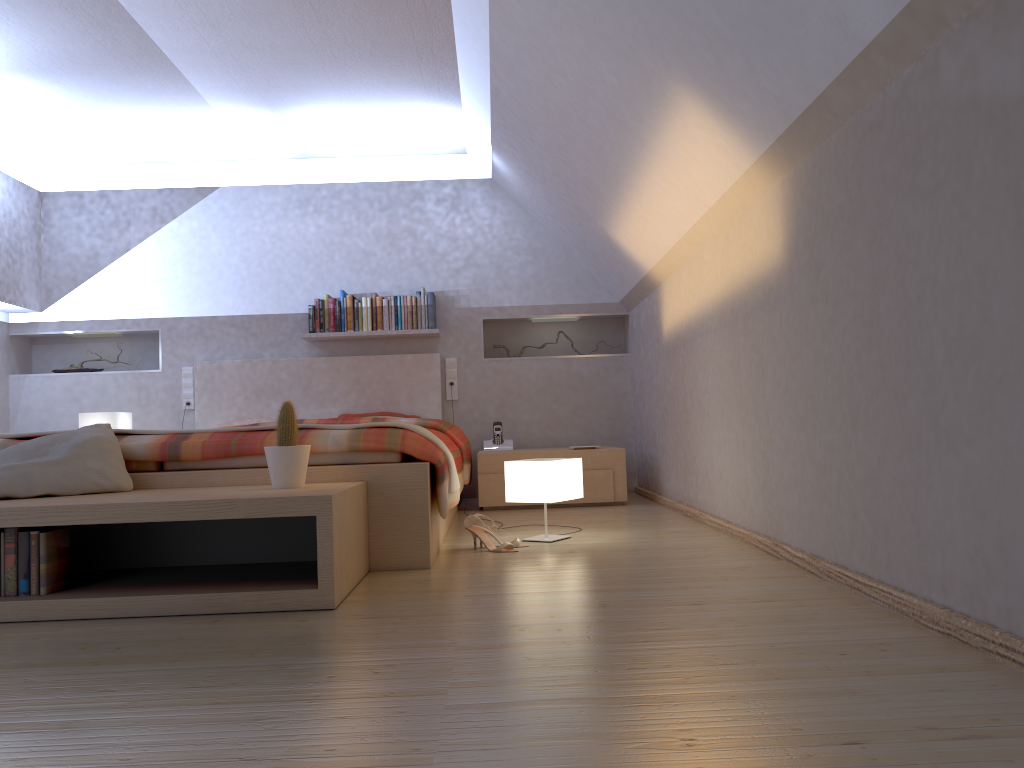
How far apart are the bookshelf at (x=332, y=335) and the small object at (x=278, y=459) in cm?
308

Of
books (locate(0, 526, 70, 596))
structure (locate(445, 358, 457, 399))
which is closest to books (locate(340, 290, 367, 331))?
structure (locate(445, 358, 457, 399))

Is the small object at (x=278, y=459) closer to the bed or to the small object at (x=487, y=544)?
the bed

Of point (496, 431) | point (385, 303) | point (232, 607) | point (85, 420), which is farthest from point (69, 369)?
point (232, 607)

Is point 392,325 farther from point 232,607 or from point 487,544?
point 232,607

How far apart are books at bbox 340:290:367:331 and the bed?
0.2m

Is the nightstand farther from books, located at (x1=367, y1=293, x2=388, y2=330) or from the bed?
books, located at (x1=367, y1=293, x2=388, y2=330)

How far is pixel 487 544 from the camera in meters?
3.4 m

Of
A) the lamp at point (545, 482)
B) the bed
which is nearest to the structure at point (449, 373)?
the bed

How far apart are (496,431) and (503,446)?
0.13m
